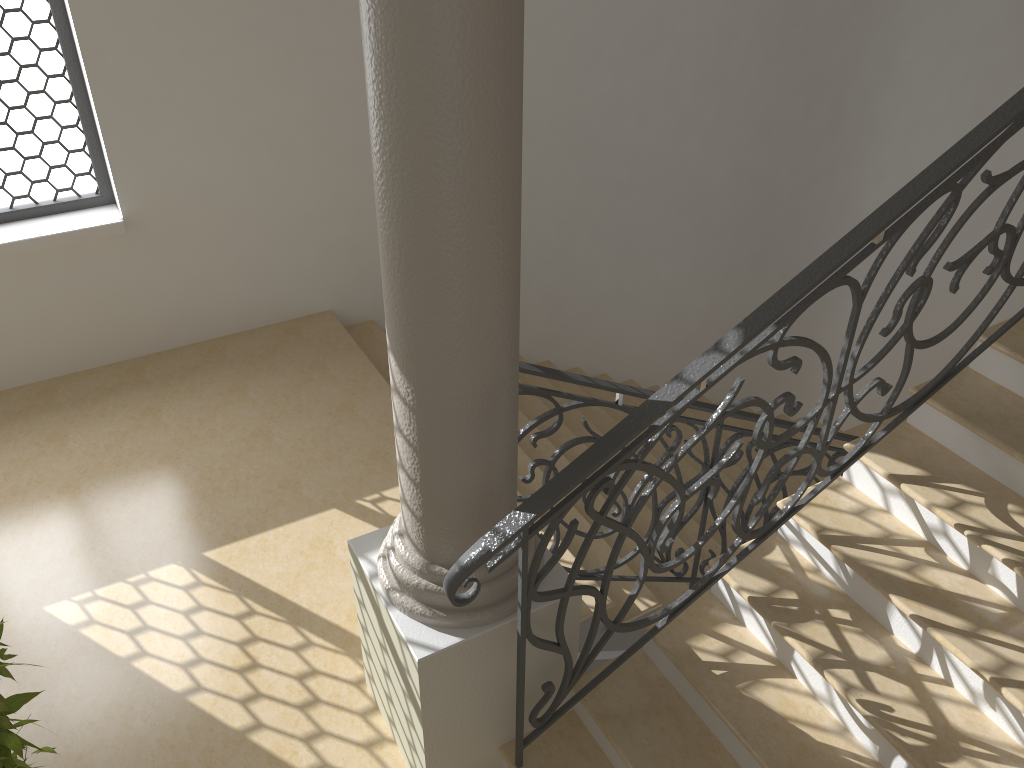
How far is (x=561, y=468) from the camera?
5.5 meters

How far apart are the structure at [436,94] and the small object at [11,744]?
1.0 meters

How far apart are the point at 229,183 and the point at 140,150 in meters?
0.5 m

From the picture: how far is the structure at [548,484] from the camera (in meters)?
2.48

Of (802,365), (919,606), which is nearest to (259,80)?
(919,606)

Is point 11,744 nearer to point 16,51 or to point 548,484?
point 548,484

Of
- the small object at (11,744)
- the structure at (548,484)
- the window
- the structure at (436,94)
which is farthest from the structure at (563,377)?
the window

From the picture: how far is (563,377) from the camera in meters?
3.3 m

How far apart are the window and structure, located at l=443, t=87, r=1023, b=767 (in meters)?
3.65

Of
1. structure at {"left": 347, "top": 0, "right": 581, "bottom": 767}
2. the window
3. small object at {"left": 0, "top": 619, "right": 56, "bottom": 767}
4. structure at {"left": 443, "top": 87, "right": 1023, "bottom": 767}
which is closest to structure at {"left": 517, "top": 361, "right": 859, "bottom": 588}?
structure at {"left": 347, "top": 0, "right": 581, "bottom": 767}
